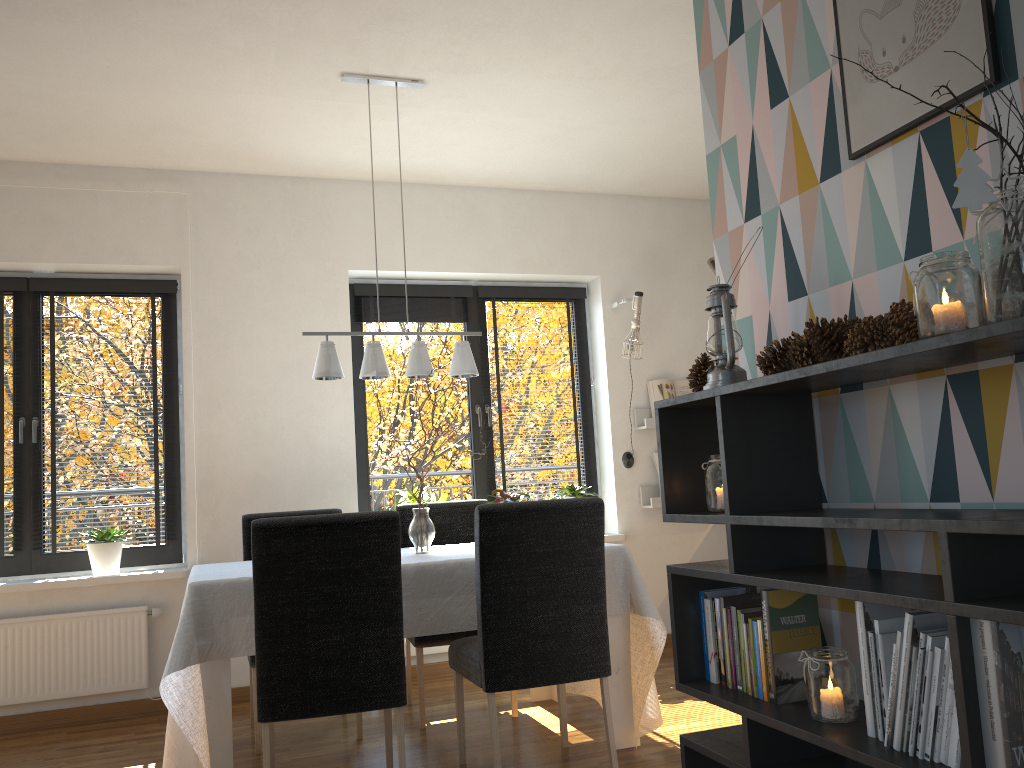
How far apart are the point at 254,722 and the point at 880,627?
2.78m

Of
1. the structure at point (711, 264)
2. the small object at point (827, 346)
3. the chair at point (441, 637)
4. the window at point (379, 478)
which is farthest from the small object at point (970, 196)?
the window at point (379, 478)

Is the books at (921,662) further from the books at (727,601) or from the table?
the table

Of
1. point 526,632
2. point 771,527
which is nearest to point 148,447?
point 526,632

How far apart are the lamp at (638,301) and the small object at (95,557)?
2.9m

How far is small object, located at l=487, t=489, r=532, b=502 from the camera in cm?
506

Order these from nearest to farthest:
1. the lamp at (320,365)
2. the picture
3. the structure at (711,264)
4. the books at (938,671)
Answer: the books at (938,671) → the picture → the structure at (711,264) → the lamp at (320,365)

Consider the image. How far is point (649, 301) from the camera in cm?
556

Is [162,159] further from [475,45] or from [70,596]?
[70,596]

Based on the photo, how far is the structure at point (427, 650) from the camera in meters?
4.8
